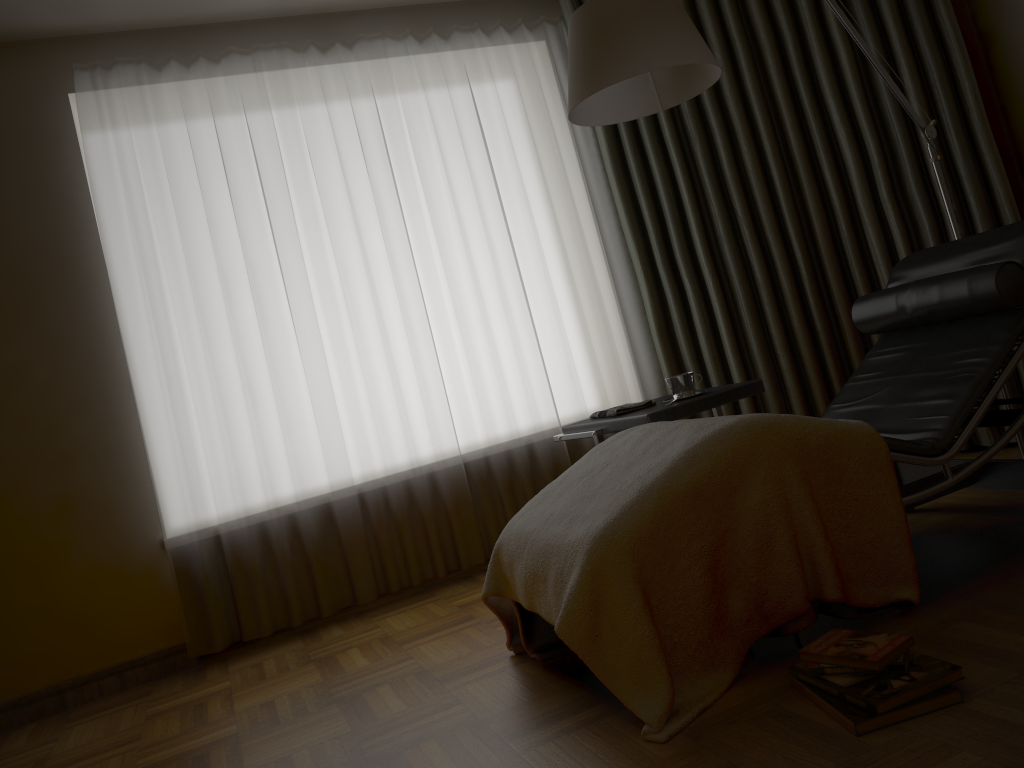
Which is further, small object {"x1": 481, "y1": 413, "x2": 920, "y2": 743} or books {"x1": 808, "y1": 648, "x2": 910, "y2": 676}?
small object {"x1": 481, "y1": 413, "x2": 920, "y2": 743}

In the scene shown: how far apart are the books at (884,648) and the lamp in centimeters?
140cm

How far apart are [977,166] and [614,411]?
1.77m

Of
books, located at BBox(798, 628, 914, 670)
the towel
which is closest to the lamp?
the towel

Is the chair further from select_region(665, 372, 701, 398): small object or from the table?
select_region(665, 372, 701, 398): small object

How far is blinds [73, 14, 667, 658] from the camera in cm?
334

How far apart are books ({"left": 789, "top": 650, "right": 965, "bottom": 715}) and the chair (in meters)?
0.19

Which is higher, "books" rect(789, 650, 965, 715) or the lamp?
the lamp

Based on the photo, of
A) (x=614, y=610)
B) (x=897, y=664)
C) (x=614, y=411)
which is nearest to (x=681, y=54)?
(x=614, y=411)

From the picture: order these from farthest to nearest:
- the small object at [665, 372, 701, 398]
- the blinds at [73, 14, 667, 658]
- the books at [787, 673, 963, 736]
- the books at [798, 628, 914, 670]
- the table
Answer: the blinds at [73, 14, 667, 658] < the small object at [665, 372, 701, 398] < the table < the books at [798, 628, 914, 670] < the books at [787, 673, 963, 736]
